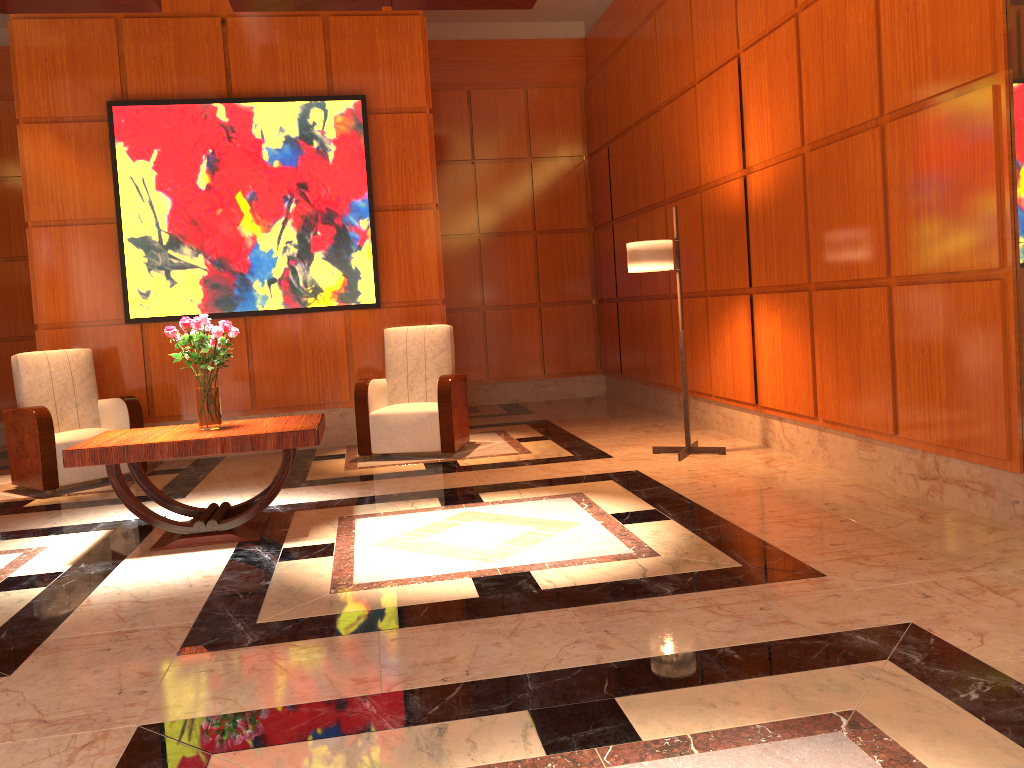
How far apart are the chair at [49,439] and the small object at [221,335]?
1.96m

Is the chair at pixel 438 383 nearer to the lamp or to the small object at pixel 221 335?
the lamp

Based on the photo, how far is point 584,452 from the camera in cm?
633

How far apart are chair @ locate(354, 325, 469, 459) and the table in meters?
1.6 m

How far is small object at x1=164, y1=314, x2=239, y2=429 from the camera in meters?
4.4

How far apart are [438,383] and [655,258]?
1.8 meters

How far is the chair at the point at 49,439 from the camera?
5.9 meters

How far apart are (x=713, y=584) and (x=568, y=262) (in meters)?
6.86

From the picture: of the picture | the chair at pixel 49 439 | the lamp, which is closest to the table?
the chair at pixel 49 439

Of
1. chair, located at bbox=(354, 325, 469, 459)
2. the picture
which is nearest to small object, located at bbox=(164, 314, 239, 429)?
chair, located at bbox=(354, 325, 469, 459)
